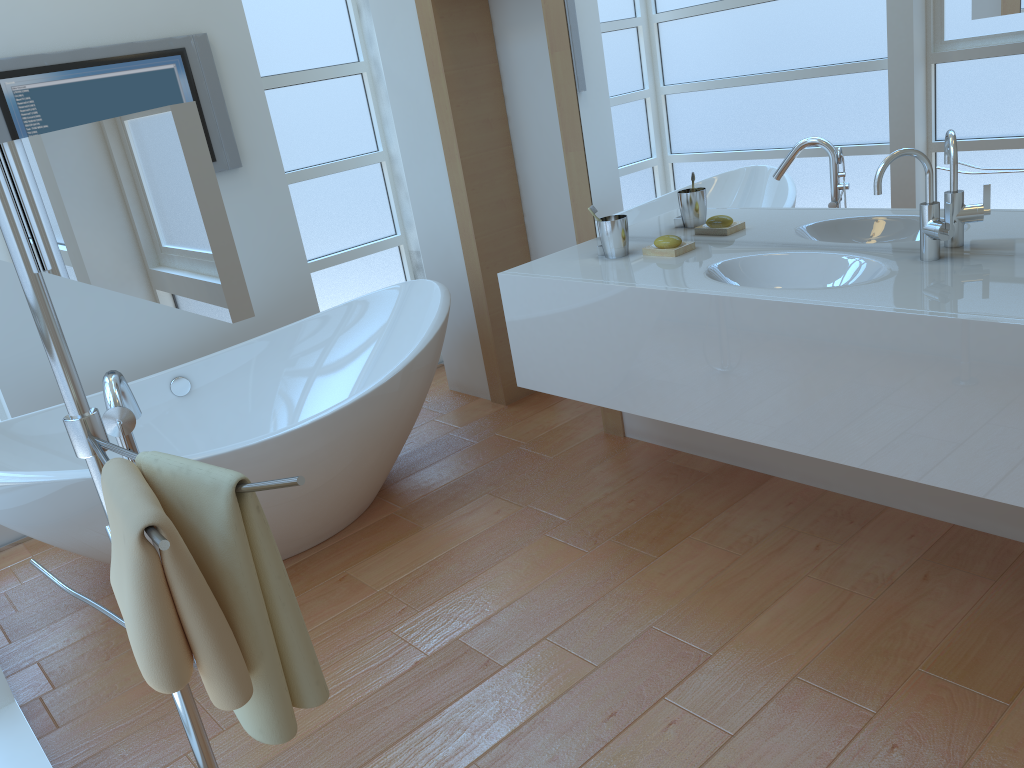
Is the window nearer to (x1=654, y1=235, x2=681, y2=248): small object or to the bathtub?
the bathtub

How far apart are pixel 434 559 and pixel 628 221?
1.2 meters

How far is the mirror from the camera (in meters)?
0.68

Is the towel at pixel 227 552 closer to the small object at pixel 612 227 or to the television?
the small object at pixel 612 227

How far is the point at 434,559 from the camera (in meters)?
2.66

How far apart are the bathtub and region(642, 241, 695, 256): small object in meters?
0.8

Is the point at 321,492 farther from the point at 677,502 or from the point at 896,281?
the point at 896,281

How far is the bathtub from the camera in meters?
2.4 m

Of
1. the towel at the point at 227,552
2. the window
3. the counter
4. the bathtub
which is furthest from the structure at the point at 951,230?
the window

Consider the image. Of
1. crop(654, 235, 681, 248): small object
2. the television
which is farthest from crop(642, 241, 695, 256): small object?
the television
